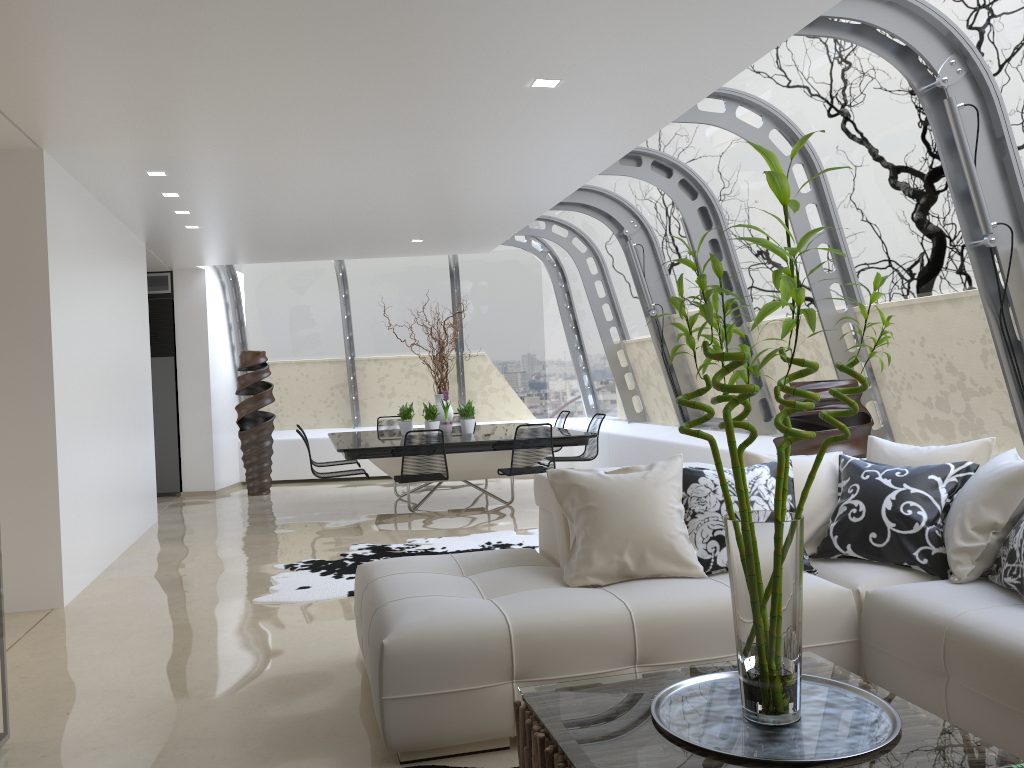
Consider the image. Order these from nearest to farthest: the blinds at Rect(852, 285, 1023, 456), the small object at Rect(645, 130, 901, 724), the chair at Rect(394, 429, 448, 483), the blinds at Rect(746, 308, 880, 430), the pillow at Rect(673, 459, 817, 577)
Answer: the small object at Rect(645, 130, 901, 724), the pillow at Rect(673, 459, 817, 577), the blinds at Rect(852, 285, 1023, 456), the blinds at Rect(746, 308, 880, 430), the chair at Rect(394, 429, 448, 483)

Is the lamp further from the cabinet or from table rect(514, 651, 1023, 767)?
the cabinet

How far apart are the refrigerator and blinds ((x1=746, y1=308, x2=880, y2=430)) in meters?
7.4 m

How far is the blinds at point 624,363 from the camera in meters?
11.0 m

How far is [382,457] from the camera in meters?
8.2

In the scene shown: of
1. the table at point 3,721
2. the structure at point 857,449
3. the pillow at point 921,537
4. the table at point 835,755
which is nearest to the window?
the structure at point 857,449

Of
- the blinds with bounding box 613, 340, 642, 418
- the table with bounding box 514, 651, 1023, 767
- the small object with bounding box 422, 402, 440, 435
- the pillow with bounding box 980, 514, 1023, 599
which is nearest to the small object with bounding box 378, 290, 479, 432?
the small object with bounding box 422, 402, 440, 435

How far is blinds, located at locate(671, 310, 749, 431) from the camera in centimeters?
863cm

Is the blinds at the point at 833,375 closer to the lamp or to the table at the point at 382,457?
the table at the point at 382,457

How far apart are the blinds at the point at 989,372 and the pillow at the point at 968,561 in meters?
1.5
